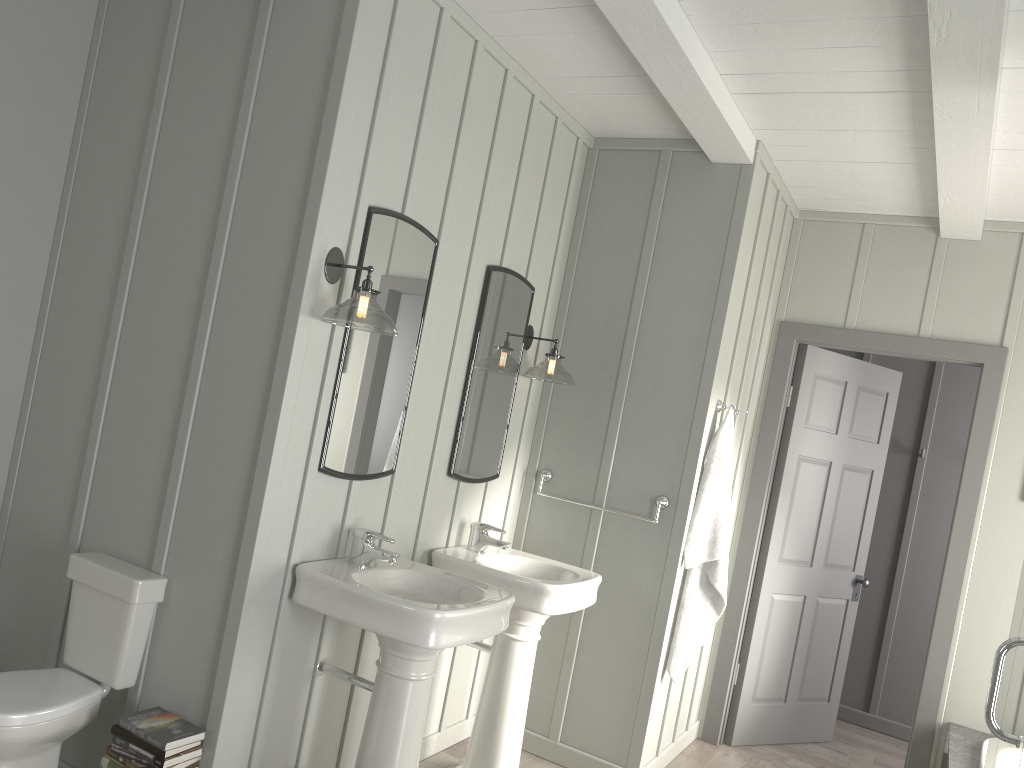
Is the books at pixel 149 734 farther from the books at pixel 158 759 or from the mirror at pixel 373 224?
the mirror at pixel 373 224

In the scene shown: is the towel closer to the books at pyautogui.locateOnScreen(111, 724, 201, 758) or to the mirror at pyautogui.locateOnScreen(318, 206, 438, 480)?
the mirror at pyautogui.locateOnScreen(318, 206, 438, 480)

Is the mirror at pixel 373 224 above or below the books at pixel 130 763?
above

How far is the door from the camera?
4.19m

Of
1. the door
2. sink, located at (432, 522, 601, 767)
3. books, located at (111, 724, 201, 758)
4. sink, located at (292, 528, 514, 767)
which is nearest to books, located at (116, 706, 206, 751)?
books, located at (111, 724, 201, 758)

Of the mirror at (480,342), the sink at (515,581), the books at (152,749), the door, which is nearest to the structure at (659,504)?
the mirror at (480,342)

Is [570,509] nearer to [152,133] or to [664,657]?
[664,657]

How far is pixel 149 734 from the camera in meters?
2.4

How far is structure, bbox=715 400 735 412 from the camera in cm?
389

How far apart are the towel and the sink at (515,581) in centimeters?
46cm
